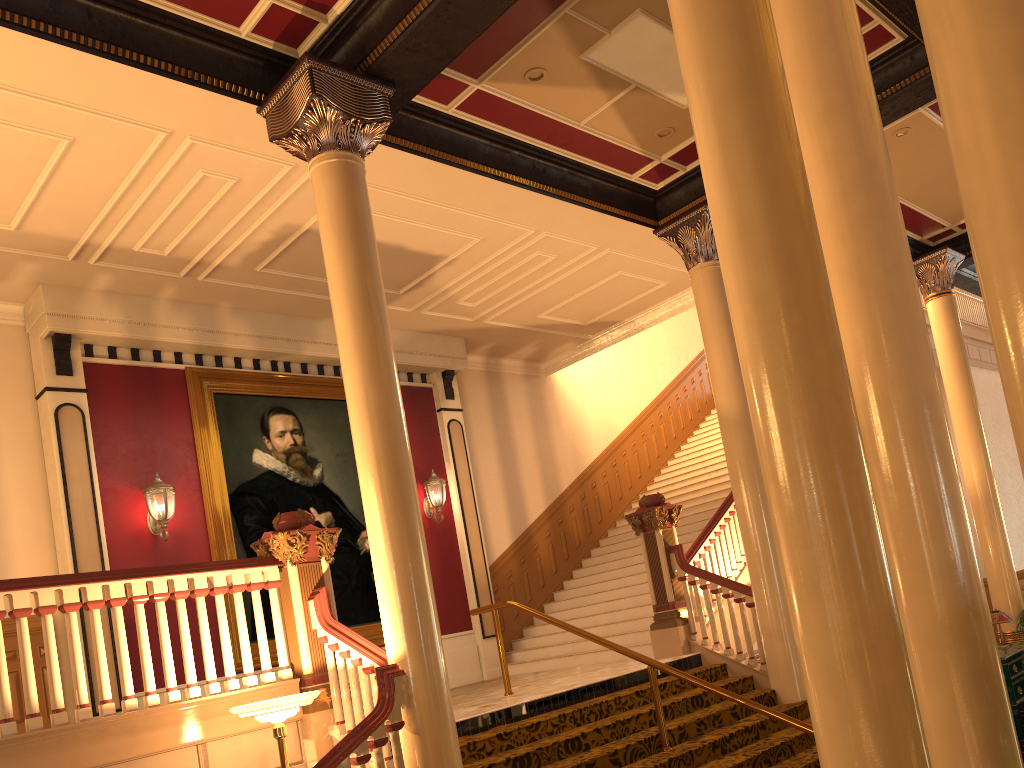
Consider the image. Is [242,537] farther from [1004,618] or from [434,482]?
[1004,618]

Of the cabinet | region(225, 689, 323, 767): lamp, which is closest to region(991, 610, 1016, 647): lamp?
the cabinet

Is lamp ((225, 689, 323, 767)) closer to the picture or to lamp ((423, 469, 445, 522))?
the picture

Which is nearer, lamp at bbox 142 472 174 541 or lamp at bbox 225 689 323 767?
lamp at bbox 225 689 323 767

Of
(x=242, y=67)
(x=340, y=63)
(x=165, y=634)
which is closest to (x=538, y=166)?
(x=340, y=63)

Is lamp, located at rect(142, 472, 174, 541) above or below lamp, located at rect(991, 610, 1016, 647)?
above

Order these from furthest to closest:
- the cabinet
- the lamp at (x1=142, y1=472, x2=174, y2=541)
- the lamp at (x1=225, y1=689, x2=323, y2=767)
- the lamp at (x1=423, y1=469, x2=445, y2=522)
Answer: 1. the lamp at (x1=423, y1=469, x2=445, y2=522)
2. the lamp at (x1=142, y1=472, x2=174, y2=541)
3. the cabinet
4. the lamp at (x1=225, y1=689, x2=323, y2=767)

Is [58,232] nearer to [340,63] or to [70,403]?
[70,403]

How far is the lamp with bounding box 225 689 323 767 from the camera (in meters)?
4.98

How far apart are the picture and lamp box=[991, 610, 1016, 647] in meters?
7.0
